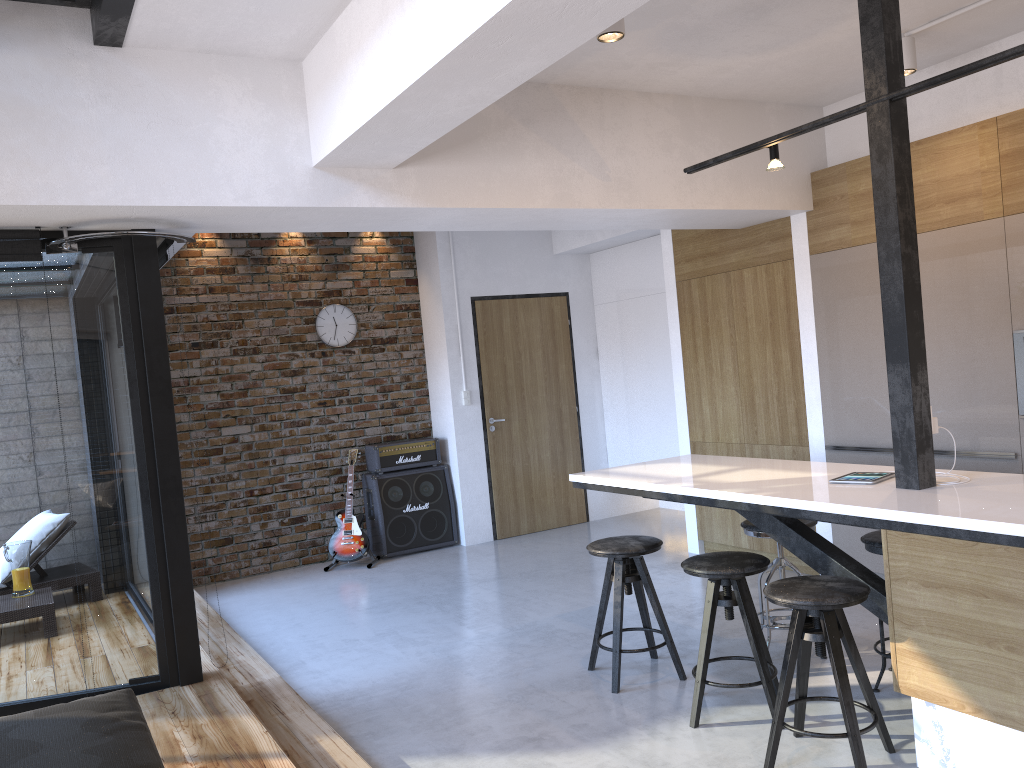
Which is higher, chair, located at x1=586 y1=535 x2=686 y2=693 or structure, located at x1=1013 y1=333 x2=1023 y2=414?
structure, located at x1=1013 y1=333 x2=1023 y2=414

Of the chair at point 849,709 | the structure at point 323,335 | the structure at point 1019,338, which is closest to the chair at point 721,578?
the chair at point 849,709

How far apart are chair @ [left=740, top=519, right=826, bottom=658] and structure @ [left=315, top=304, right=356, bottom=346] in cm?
427

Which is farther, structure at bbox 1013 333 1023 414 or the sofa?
structure at bbox 1013 333 1023 414

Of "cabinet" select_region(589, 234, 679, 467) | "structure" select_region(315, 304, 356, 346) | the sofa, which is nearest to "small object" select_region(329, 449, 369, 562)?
"structure" select_region(315, 304, 356, 346)

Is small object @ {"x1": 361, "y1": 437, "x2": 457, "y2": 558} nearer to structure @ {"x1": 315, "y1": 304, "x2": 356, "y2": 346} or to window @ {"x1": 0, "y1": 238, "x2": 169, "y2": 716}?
structure @ {"x1": 315, "y1": 304, "x2": 356, "y2": 346}

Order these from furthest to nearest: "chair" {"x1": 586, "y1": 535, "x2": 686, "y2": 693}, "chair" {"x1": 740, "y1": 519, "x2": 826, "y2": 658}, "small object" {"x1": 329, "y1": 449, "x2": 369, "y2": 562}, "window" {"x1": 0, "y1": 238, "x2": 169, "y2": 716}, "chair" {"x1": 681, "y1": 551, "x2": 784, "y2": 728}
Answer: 1. "small object" {"x1": 329, "y1": 449, "x2": 369, "y2": 562}
2. "chair" {"x1": 740, "y1": 519, "x2": 826, "y2": 658}
3. "chair" {"x1": 586, "y1": 535, "x2": 686, "y2": 693}
4. "window" {"x1": 0, "y1": 238, "x2": 169, "y2": 716}
5. "chair" {"x1": 681, "y1": 551, "x2": 784, "y2": 728}

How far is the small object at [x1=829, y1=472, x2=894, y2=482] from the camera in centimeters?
349cm

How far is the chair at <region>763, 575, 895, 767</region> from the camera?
2.93m

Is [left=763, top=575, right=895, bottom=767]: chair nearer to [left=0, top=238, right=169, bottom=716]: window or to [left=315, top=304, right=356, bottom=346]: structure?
[left=0, top=238, right=169, bottom=716]: window
